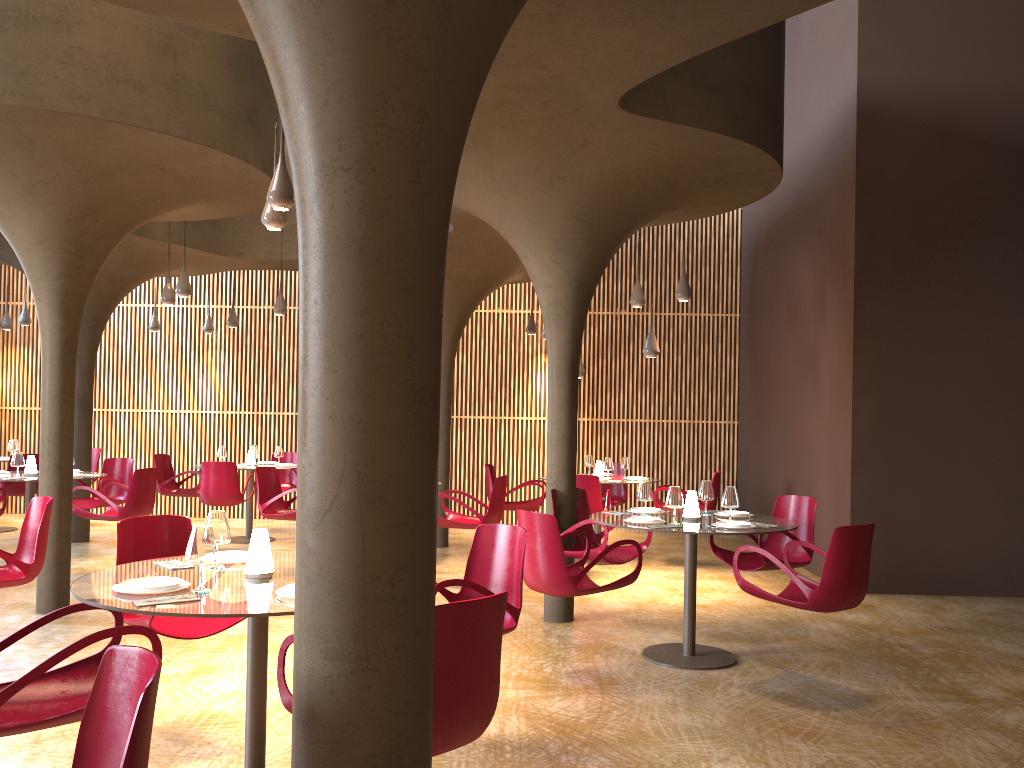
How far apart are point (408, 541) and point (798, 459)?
10.6m

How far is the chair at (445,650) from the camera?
3.18m

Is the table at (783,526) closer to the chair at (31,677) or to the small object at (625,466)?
the chair at (31,677)

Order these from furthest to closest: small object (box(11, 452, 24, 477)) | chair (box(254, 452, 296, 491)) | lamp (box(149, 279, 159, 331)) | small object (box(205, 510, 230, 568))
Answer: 1. lamp (box(149, 279, 159, 331))
2. chair (box(254, 452, 296, 491))
3. small object (box(11, 452, 24, 477))
4. small object (box(205, 510, 230, 568))

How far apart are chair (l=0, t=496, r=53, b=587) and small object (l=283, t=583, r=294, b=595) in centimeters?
335cm

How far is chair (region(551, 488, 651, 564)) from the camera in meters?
7.9

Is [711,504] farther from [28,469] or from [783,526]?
[28,469]

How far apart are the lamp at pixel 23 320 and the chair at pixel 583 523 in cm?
1109

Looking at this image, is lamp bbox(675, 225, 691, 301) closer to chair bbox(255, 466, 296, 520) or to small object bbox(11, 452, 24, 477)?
chair bbox(255, 466, 296, 520)

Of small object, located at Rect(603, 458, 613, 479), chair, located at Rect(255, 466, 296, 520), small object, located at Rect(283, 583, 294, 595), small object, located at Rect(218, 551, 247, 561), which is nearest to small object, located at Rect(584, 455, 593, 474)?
small object, located at Rect(603, 458, 613, 479)
